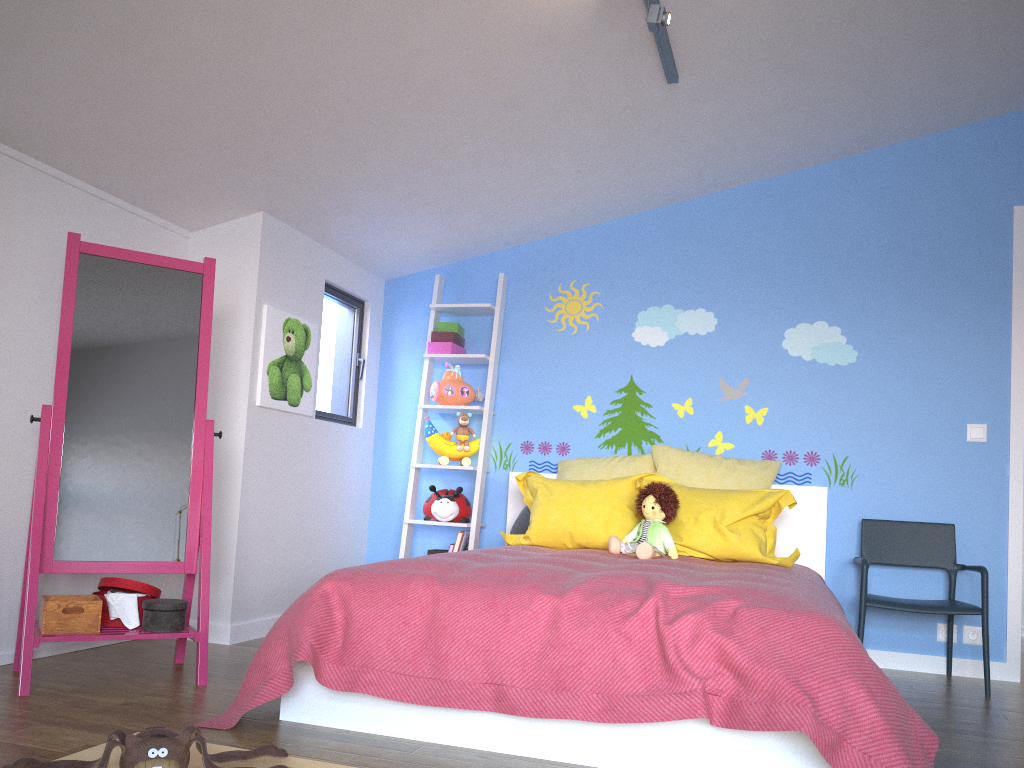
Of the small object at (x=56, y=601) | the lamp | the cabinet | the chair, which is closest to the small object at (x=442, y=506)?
the cabinet

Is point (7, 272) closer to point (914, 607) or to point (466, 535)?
point (466, 535)

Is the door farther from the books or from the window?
the window

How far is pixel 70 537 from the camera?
2.9m

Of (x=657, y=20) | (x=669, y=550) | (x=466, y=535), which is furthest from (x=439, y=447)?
(x=657, y=20)

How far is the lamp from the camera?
2.7m

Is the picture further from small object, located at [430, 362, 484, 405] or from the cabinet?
small object, located at [430, 362, 484, 405]

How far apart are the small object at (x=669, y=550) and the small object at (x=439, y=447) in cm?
109

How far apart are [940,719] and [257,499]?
2.76m

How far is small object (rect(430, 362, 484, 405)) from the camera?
4.5m
